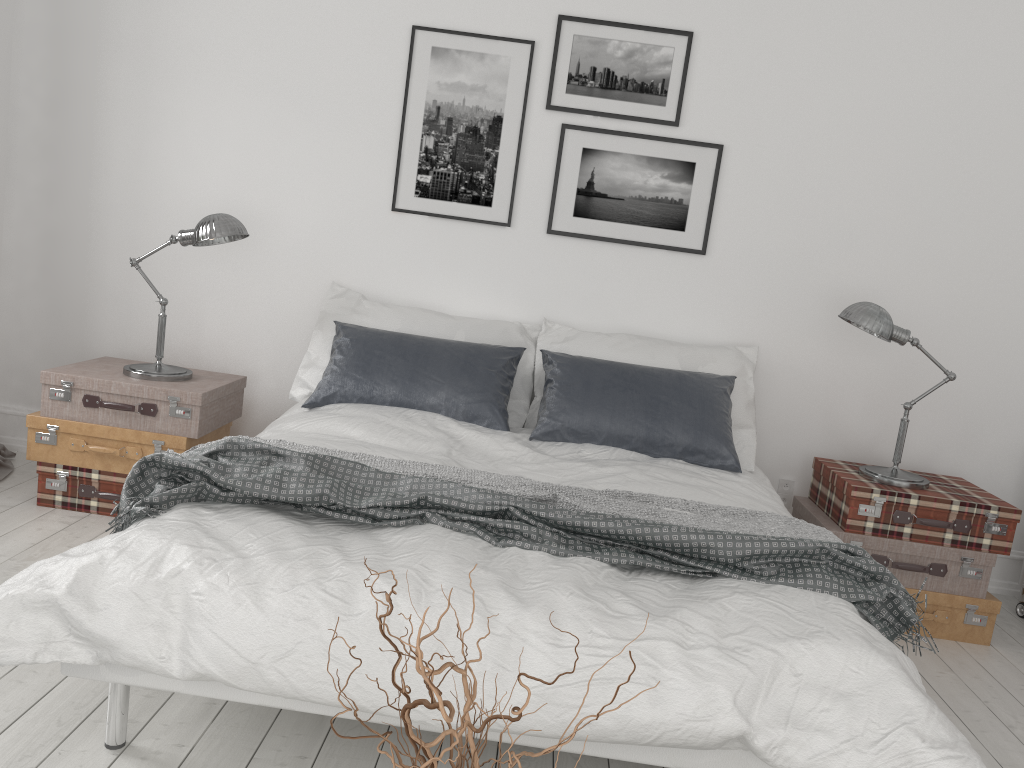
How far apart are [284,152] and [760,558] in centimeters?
285cm

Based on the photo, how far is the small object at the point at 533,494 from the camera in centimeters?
253cm

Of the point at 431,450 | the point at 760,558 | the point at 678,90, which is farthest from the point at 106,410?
the point at 678,90

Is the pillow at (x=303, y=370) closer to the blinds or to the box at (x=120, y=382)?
the box at (x=120, y=382)

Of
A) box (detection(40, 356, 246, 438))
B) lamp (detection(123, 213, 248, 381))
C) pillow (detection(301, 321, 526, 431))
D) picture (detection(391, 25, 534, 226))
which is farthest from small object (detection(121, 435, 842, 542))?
picture (detection(391, 25, 534, 226))

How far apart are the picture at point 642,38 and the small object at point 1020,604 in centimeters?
258cm

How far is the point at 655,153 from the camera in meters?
3.9

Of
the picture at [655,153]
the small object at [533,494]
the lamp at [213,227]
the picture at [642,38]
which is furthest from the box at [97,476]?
the picture at [642,38]

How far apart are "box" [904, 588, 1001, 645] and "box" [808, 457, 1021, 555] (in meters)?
0.20

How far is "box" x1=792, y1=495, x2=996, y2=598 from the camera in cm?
340
